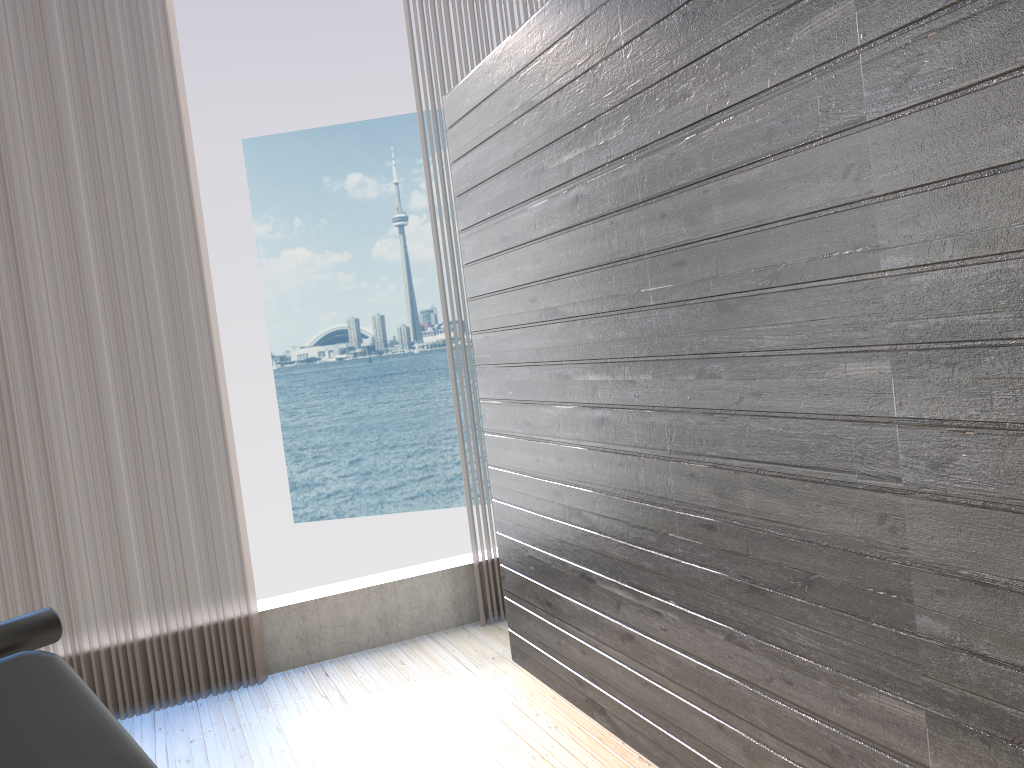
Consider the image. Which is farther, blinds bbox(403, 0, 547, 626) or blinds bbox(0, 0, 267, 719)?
blinds bbox(403, 0, 547, 626)

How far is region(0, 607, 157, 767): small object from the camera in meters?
1.7

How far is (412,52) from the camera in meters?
3.7

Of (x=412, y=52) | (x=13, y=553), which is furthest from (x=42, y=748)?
(x=412, y=52)

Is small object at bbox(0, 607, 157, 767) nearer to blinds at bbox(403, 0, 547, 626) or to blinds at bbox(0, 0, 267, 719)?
blinds at bbox(0, 0, 267, 719)

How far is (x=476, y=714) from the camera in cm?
295

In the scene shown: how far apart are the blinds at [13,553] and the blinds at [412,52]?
0.93m

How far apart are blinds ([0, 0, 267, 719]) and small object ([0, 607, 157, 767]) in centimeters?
132cm

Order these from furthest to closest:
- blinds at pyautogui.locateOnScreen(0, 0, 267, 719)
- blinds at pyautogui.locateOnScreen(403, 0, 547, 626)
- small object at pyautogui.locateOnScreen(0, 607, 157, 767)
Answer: blinds at pyautogui.locateOnScreen(403, 0, 547, 626) → blinds at pyautogui.locateOnScreen(0, 0, 267, 719) → small object at pyautogui.locateOnScreen(0, 607, 157, 767)

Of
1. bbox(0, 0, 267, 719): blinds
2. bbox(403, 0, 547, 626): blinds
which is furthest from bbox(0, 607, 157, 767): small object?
bbox(403, 0, 547, 626): blinds
